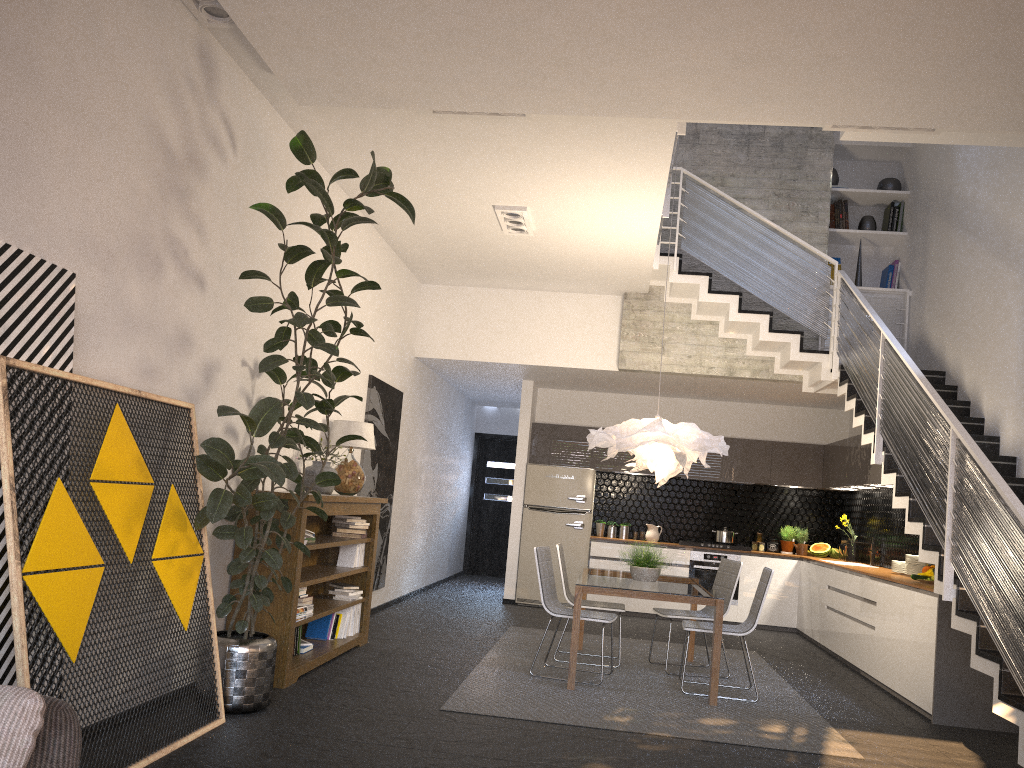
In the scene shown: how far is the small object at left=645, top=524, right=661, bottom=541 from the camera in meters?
10.9

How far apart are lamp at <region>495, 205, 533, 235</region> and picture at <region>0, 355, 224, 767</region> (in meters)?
3.28

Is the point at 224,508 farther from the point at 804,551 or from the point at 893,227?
the point at 804,551

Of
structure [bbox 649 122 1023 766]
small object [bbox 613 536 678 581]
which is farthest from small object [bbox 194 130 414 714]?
small object [bbox 613 536 678 581]

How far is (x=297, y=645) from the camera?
5.82m

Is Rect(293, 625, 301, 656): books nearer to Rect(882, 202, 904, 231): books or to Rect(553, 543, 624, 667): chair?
Rect(553, 543, 624, 667): chair

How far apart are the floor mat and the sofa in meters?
3.3

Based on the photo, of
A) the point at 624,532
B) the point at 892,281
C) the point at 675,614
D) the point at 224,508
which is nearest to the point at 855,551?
the point at 624,532

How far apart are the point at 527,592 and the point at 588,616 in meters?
4.2 m

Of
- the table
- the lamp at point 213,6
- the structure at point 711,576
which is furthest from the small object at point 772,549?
the lamp at point 213,6
